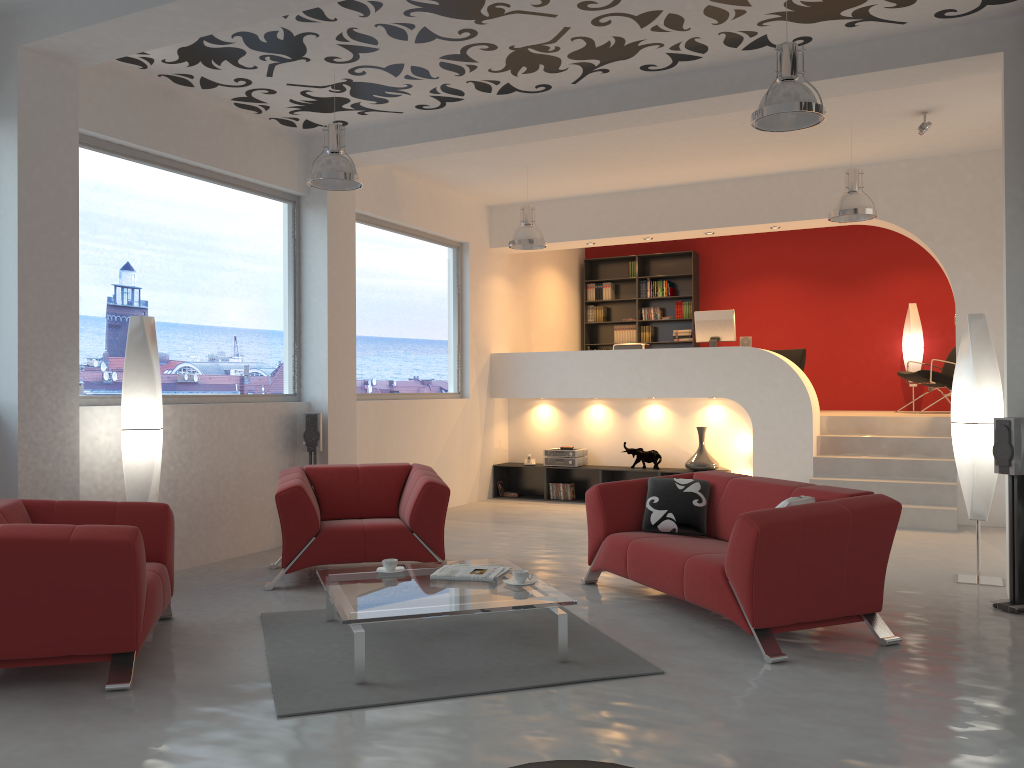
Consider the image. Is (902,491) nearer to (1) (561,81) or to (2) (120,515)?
(1) (561,81)

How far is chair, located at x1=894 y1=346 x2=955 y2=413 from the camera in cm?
997

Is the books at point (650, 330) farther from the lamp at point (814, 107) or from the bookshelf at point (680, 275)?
the lamp at point (814, 107)

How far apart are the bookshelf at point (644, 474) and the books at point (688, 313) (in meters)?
3.10

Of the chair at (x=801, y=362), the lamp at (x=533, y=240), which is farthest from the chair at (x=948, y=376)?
the lamp at (x=533, y=240)

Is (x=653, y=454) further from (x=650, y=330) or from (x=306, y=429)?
(x=306, y=429)

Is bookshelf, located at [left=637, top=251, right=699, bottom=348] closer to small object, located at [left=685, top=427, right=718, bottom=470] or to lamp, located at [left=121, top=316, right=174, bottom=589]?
small object, located at [left=685, top=427, right=718, bottom=470]

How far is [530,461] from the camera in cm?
1054

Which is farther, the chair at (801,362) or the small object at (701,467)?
the chair at (801,362)

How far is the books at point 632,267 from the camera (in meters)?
12.78
